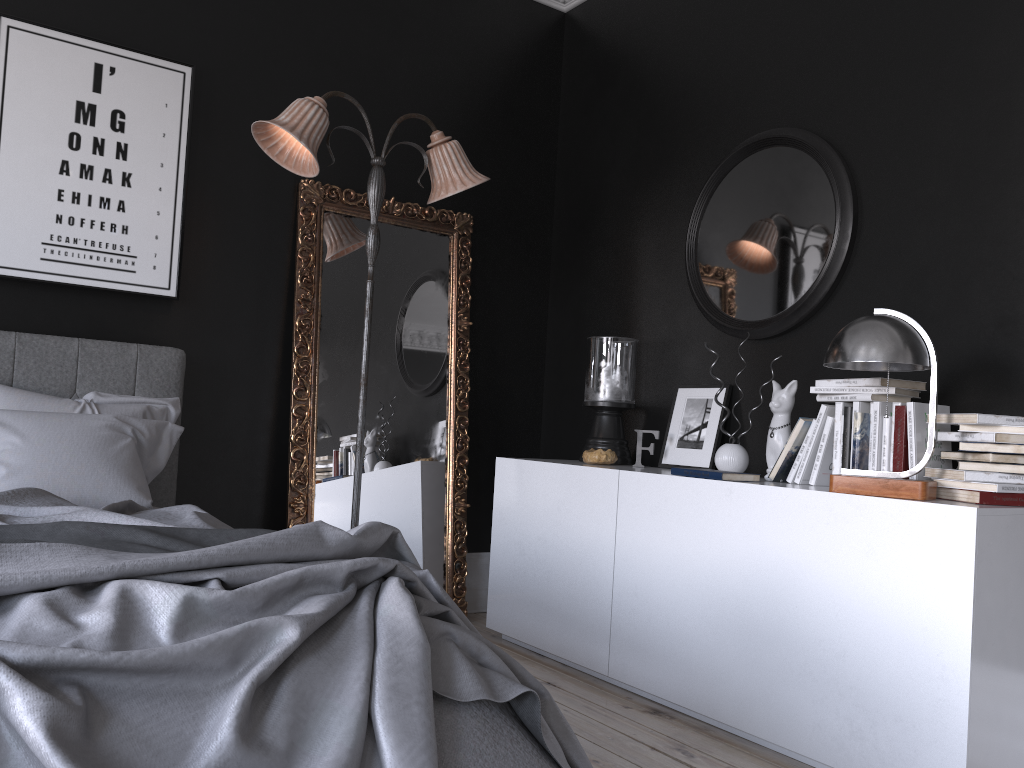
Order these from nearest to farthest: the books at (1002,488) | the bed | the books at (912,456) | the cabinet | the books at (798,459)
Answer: the bed, the cabinet, the books at (1002,488), the books at (912,456), the books at (798,459)

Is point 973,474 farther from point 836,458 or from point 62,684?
point 62,684

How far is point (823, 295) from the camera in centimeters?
361cm

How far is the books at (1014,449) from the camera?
2.6m

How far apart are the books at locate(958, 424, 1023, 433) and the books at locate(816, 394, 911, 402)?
0.4 meters

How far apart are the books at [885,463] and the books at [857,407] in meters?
0.1 m

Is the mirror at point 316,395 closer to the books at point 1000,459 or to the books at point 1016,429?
the books at point 1000,459

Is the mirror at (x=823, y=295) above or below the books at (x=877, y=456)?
above

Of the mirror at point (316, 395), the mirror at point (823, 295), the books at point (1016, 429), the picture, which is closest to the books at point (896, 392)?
the books at point (1016, 429)

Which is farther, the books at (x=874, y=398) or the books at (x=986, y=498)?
the books at (x=874, y=398)
